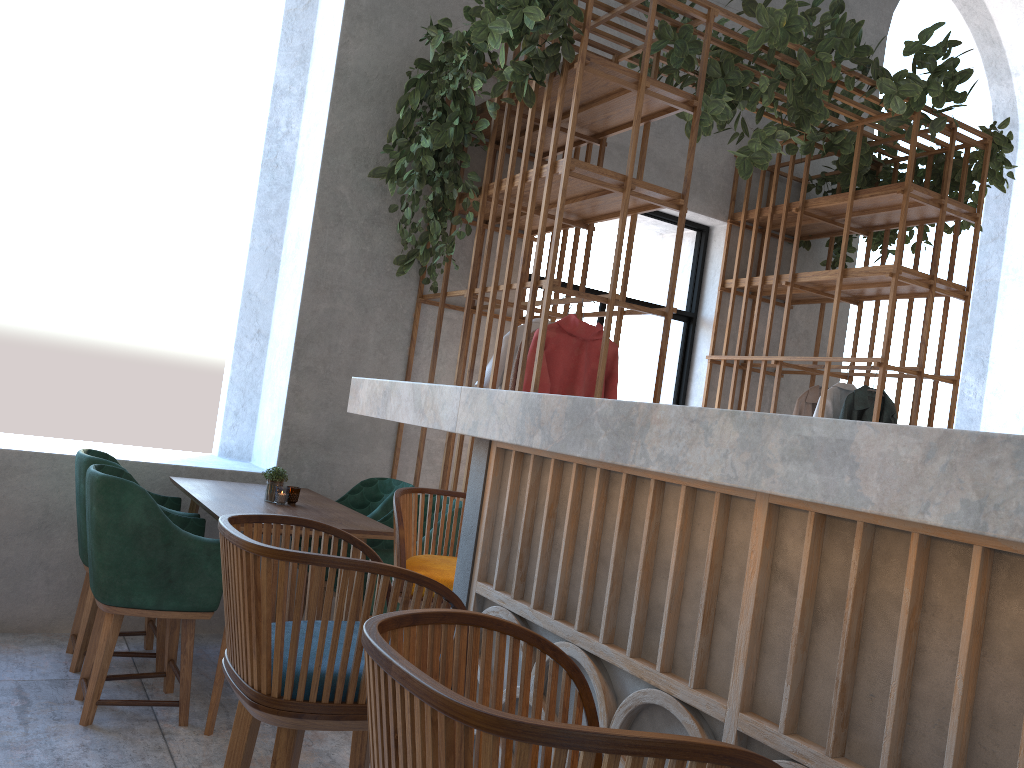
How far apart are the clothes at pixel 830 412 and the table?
2.8 meters

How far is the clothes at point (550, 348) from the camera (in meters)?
3.83

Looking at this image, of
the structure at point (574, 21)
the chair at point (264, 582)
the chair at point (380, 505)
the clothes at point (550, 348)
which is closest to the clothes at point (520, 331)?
the structure at point (574, 21)

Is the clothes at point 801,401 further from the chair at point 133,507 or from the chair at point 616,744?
the chair at point 616,744

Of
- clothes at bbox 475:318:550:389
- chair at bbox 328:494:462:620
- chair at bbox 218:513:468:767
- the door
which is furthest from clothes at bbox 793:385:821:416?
chair at bbox 218:513:468:767

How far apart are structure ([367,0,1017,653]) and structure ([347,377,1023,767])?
1.7 meters

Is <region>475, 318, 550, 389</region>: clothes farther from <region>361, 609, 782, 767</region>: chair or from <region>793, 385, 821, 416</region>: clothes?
<region>361, 609, 782, 767</region>: chair

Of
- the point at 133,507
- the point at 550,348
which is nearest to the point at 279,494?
the point at 133,507

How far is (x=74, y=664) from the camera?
3.5 meters

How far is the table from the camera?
3.2 meters
